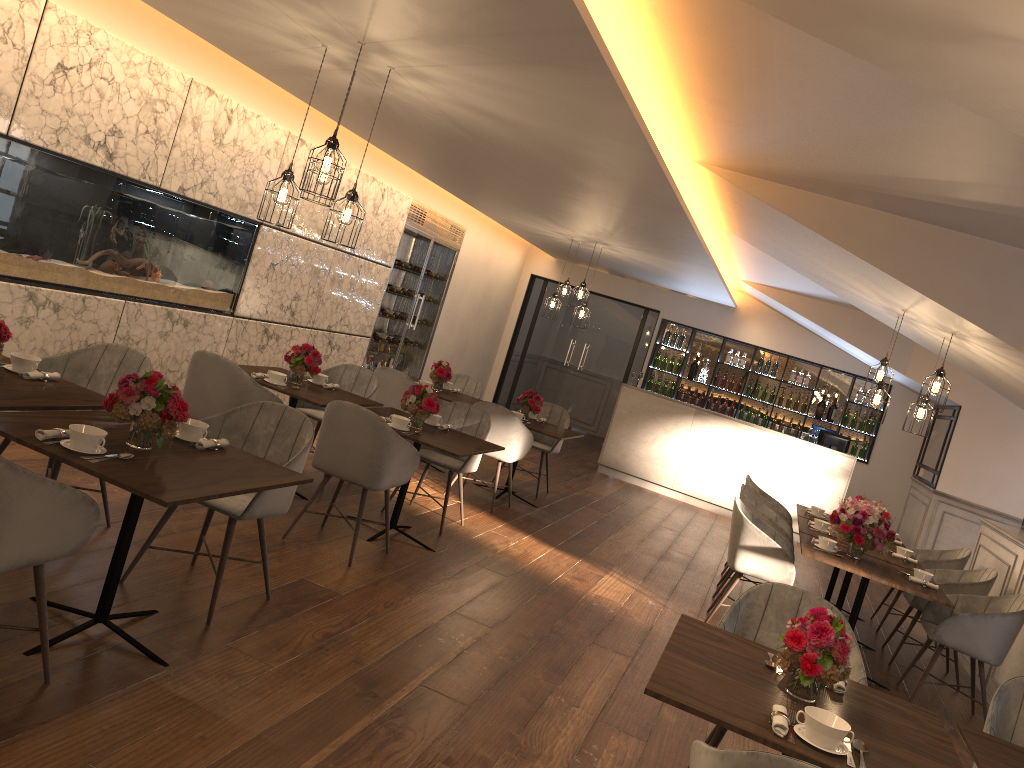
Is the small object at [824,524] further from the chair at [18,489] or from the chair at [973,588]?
the chair at [18,489]

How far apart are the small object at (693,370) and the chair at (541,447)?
4.6 meters

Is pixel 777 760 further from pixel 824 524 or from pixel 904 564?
pixel 824 524

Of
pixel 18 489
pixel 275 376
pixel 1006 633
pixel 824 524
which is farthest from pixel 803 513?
pixel 18 489

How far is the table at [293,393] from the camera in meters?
5.6

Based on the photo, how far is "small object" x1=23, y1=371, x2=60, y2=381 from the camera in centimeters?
379cm

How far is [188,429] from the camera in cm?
357

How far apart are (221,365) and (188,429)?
1.7 meters

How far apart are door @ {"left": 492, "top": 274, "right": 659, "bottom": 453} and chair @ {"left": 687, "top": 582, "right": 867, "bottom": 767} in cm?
979

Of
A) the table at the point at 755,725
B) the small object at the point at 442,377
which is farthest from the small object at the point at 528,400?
the table at the point at 755,725
